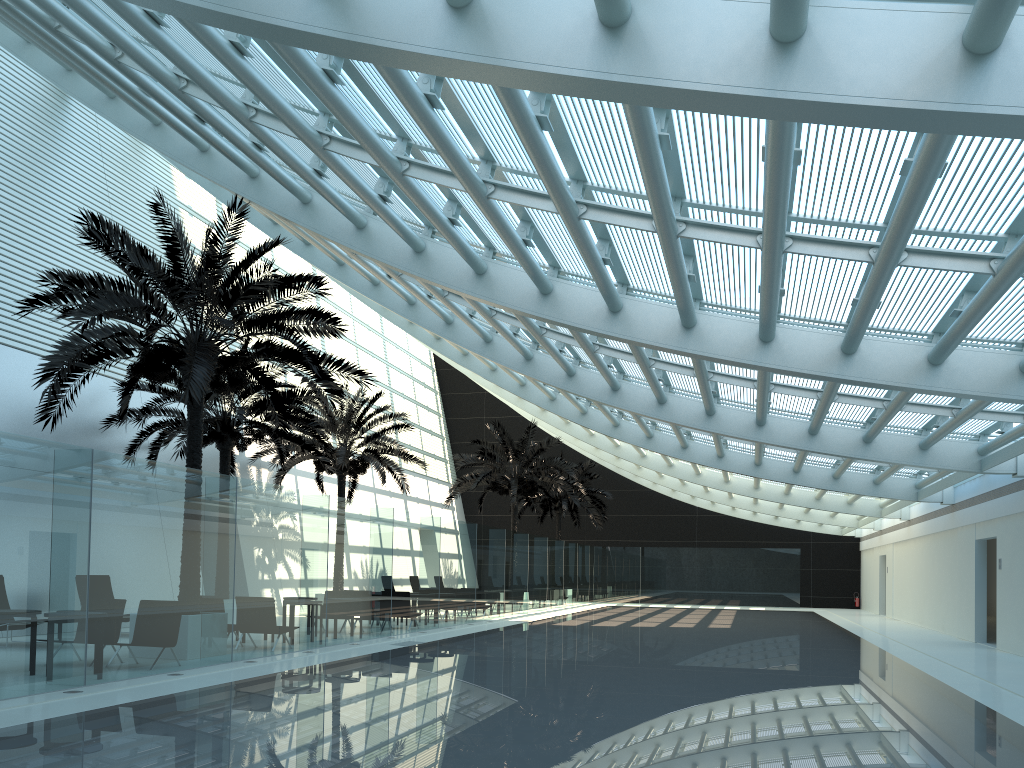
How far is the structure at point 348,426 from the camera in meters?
23.7 m

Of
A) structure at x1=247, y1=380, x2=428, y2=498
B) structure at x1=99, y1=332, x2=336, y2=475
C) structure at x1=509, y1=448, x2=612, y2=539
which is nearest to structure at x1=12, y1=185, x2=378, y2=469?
structure at x1=99, y1=332, x2=336, y2=475

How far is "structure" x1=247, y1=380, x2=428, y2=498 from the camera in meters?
23.7

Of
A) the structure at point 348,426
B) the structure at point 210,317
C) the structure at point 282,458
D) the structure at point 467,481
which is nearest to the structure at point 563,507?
the structure at point 467,481

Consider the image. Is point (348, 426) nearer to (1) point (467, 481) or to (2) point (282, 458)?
(2) point (282, 458)

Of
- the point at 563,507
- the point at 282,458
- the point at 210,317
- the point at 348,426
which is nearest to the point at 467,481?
the point at 348,426

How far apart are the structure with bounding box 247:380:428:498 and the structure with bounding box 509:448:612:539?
11.6m

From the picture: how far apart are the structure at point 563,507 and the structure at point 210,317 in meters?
23.0 m

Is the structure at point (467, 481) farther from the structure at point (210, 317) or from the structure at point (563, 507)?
the structure at point (210, 317)

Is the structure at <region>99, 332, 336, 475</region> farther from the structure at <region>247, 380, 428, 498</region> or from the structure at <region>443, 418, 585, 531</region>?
the structure at <region>443, 418, 585, 531</region>
